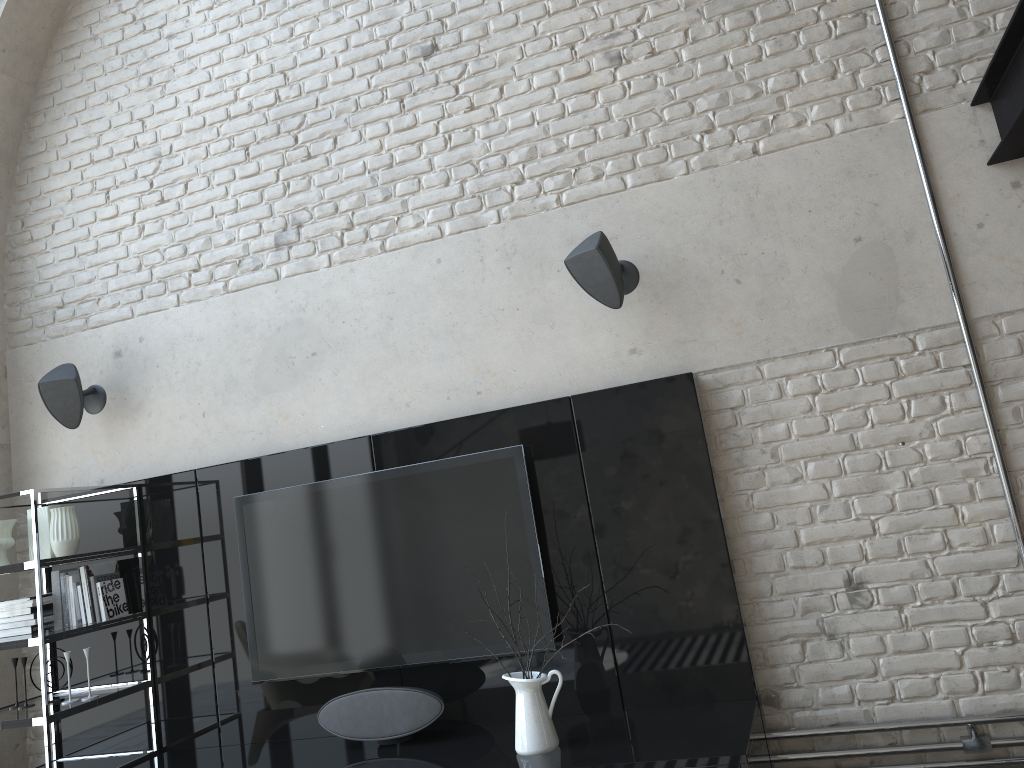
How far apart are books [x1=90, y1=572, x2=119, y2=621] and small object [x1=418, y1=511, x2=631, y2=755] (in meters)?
1.97

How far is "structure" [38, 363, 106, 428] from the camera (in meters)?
3.99

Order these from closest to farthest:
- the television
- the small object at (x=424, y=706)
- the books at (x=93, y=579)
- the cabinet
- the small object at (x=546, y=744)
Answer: the small object at (x=546, y=744) < the cabinet < the small object at (x=424, y=706) < the television < the books at (x=93, y=579)

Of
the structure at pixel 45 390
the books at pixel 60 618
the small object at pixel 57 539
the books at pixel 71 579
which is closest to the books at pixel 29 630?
the books at pixel 60 618

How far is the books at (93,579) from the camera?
3.85m

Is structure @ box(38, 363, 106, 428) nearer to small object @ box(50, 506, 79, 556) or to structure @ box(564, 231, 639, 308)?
small object @ box(50, 506, 79, 556)

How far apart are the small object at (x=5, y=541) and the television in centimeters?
96cm

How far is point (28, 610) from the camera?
3.8m

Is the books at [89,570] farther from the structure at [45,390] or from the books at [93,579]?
the structure at [45,390]

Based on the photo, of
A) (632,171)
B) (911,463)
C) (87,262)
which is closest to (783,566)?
(911,463)
